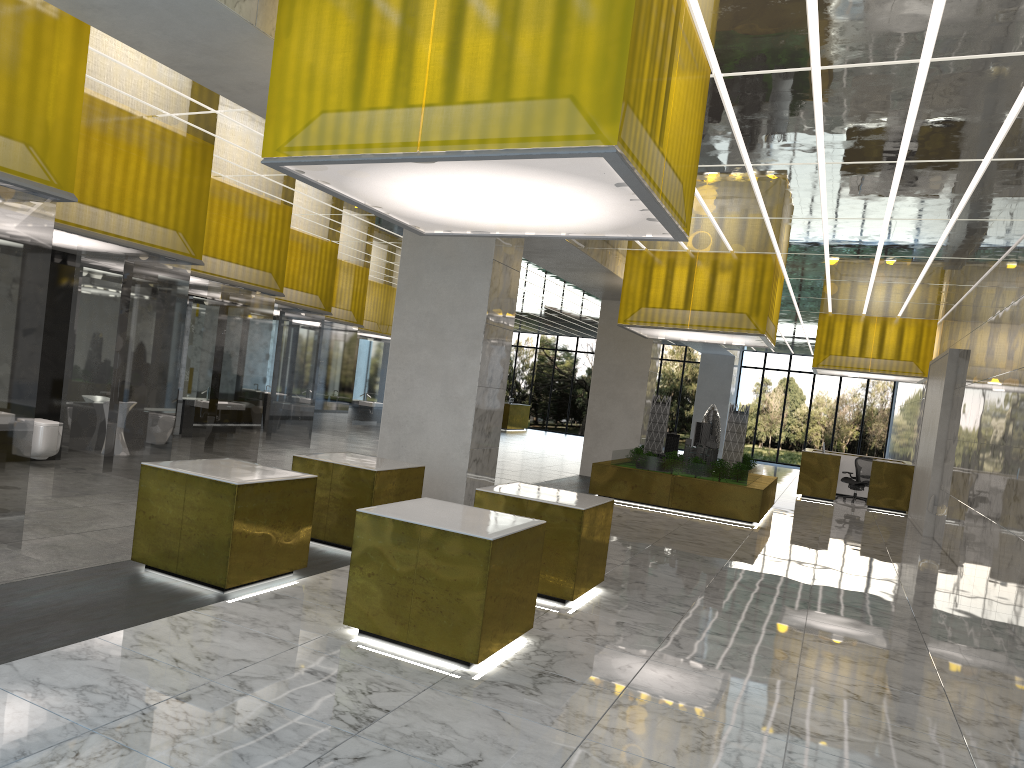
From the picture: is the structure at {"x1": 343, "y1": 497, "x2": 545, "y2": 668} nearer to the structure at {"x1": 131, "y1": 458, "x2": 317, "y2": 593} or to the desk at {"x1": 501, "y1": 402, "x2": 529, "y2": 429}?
the structure at {"x1": 131, "y1": 458, "x2": 317, "y2": 593}

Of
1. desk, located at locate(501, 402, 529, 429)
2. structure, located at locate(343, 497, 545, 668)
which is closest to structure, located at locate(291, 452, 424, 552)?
structure, located at locate(343, 497, 545, 668)

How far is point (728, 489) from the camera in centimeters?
2046cm

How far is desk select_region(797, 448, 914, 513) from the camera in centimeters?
2862cm

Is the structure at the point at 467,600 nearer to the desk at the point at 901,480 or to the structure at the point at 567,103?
the structure at the point at 567,103

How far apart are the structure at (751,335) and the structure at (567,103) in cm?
1124

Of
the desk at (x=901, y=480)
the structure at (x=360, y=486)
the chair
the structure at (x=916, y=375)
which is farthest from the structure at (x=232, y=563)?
the chair

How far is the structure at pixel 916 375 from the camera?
28.8m

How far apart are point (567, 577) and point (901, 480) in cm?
2219

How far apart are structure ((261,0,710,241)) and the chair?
23.7m
